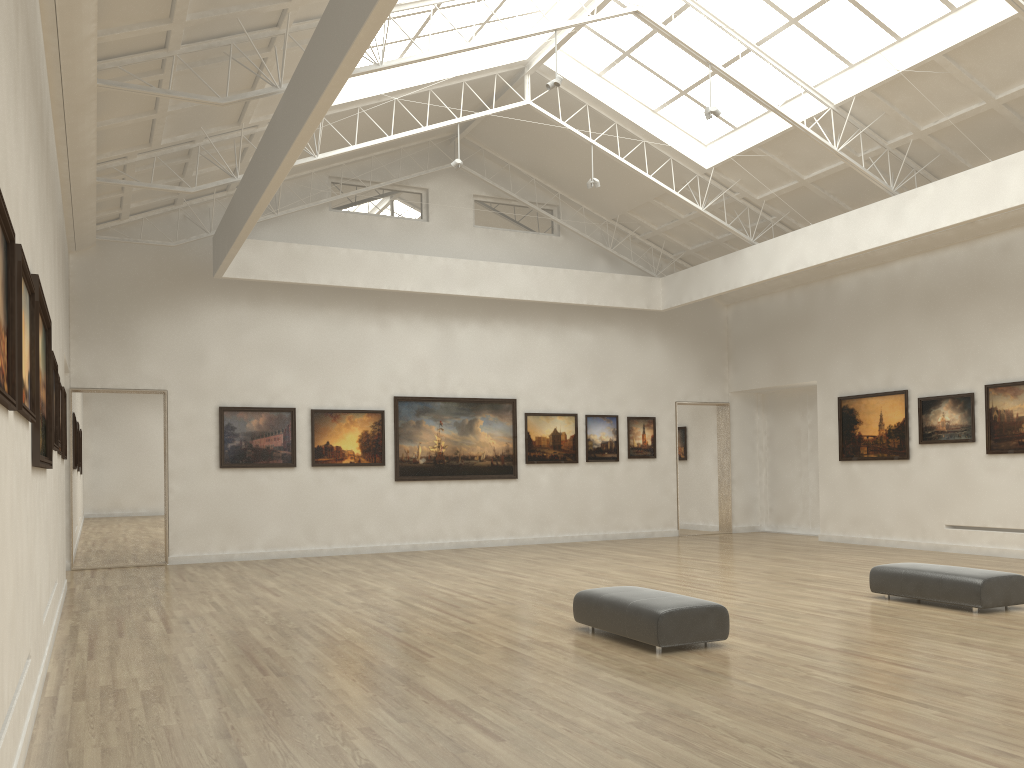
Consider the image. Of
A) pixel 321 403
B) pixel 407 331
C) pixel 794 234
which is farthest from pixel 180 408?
pixel 794 234
